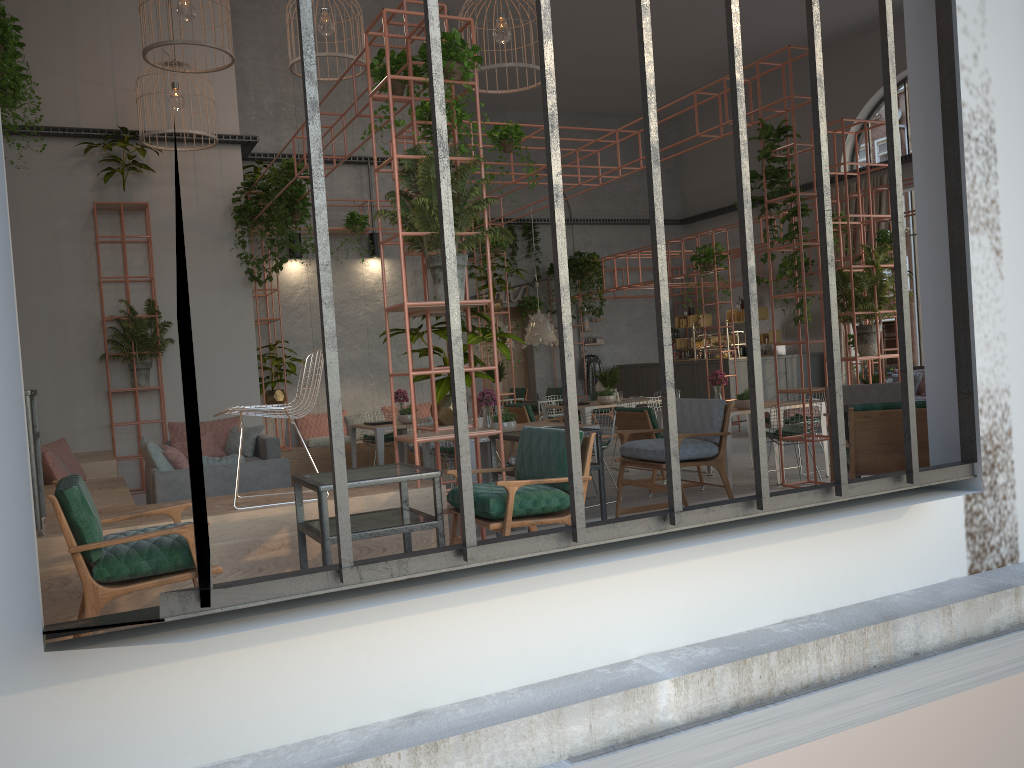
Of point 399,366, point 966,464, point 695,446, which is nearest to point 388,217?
point 399,366

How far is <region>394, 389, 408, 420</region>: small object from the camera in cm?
1136

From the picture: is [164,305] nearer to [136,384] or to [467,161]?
[136,384]

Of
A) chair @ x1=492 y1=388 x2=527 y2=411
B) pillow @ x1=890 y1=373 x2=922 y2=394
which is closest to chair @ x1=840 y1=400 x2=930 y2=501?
pillow @ x1=890 y1=373 x2=922 y2=394

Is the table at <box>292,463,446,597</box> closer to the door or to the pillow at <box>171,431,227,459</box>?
the pillow at <box>171,431,227,459</box>

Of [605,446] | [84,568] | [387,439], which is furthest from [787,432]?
[84,568]

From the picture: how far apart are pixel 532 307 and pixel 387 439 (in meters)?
9.18

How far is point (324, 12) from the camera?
9.8 meters

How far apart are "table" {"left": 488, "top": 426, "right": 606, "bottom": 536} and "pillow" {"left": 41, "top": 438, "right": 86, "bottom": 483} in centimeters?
504cm

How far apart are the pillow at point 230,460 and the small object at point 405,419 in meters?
3.6
